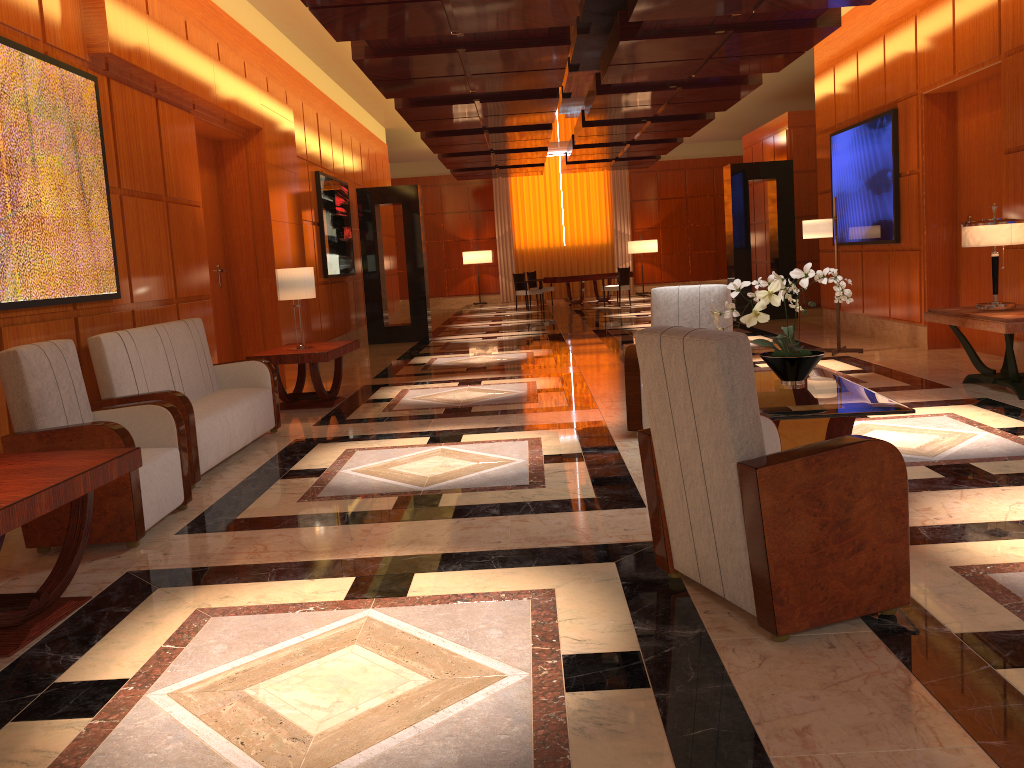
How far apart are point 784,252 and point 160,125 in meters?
10.0 m

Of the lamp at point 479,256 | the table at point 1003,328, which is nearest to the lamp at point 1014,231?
the table at point 1003,328

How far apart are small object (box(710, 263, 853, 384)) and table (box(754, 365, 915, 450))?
0.0 meters

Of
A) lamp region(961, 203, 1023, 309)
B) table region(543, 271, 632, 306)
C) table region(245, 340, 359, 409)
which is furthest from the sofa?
table region(543, 271, 632, 306)

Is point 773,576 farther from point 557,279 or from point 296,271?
point 557,279

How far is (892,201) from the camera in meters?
9.7 m

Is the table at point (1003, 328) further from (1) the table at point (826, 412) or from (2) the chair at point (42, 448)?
(2) the chair at point (42, 448)

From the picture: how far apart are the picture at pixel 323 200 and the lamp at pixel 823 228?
6.29m

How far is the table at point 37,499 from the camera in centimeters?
305cm

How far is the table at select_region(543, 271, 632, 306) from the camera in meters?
20.3
